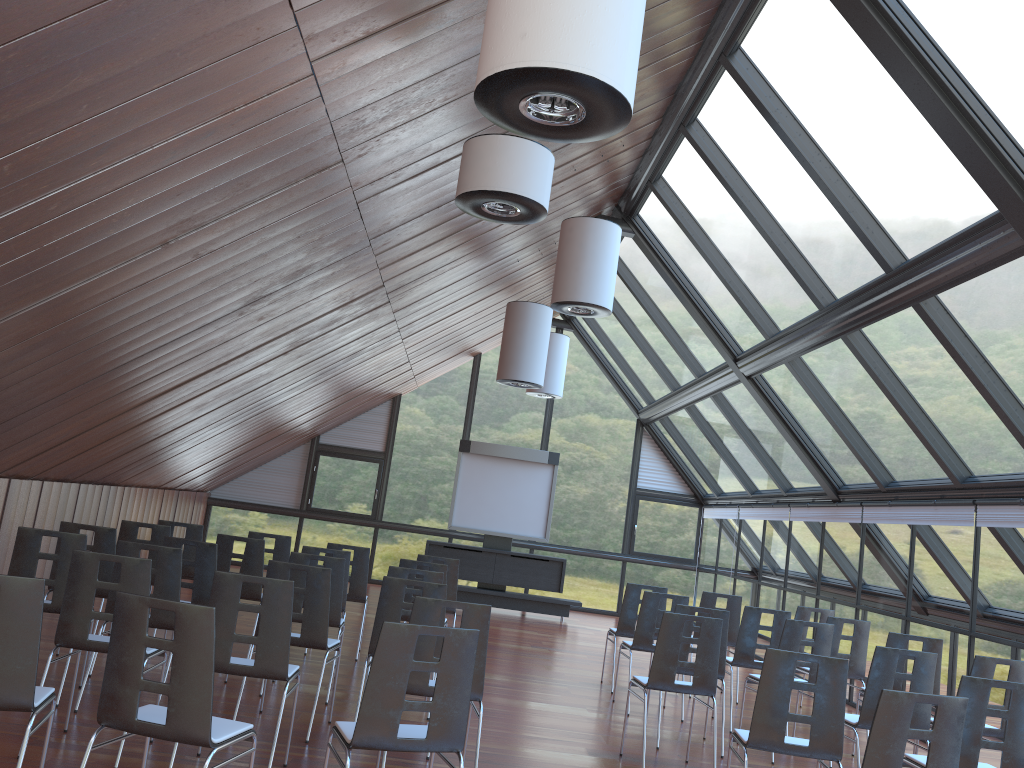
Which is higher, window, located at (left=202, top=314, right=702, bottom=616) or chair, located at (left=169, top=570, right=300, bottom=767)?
window, located at (left=202, top=314, right=702, bottom=616)

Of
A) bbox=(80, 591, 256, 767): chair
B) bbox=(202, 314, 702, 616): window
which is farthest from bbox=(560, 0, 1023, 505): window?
bbox=(80, 591, 256, 767): chair

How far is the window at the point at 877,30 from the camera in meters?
6.1 m

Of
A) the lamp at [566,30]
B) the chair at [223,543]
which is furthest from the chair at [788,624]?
the lamp at [566,30]

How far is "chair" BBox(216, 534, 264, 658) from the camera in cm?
857

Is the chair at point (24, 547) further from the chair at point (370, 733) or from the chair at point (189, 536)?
the chair at point (189, 536)

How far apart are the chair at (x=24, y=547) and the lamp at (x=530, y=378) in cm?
667

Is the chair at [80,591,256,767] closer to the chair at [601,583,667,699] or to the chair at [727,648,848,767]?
the chair at [727,648,848,767]

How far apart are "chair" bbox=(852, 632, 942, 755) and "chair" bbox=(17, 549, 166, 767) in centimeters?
593cm

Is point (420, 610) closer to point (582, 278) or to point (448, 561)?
point (448, 561)
